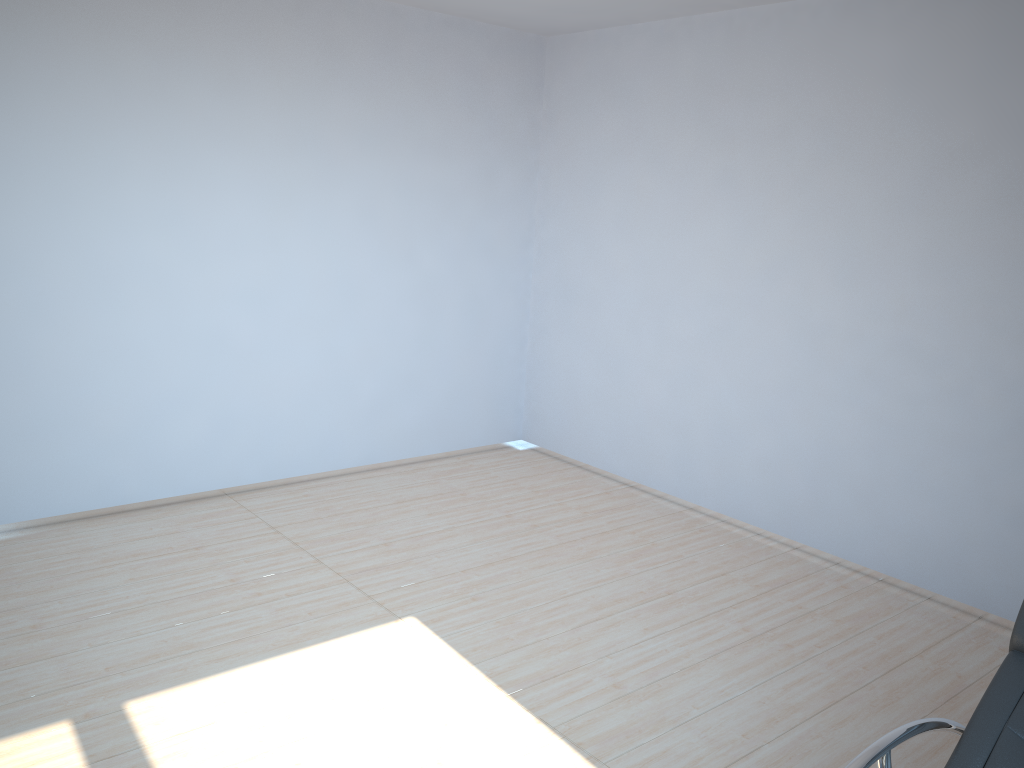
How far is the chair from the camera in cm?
201

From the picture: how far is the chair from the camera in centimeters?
201cm

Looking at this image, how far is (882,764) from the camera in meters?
2.0 m
